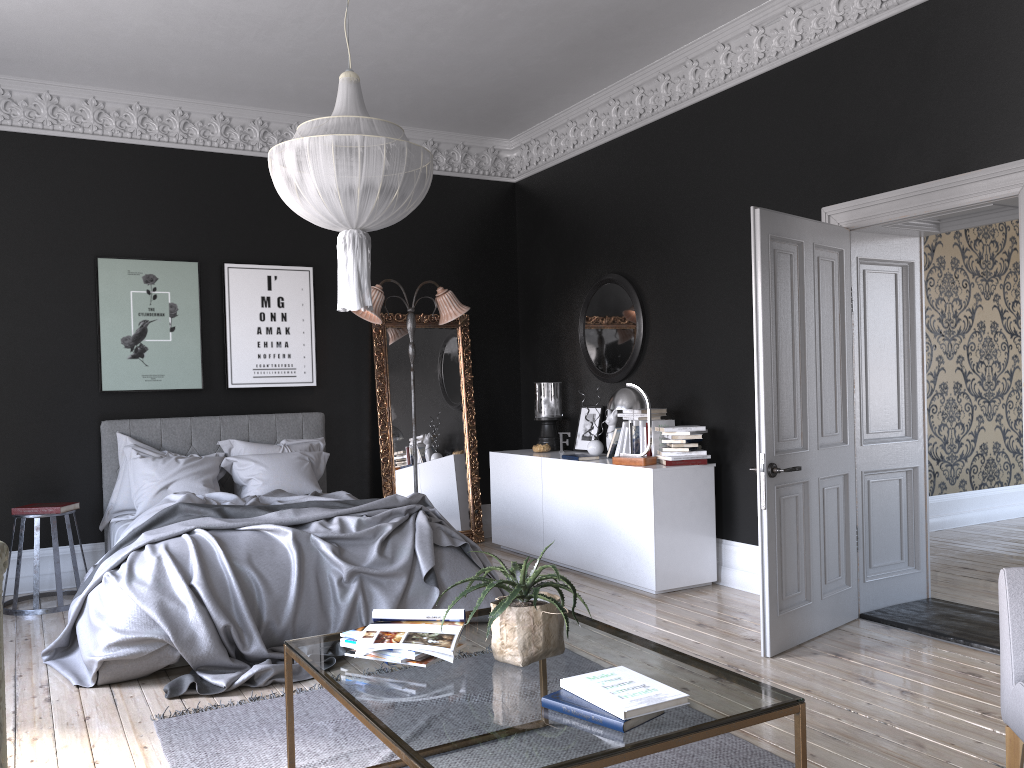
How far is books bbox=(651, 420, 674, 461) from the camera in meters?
6.5

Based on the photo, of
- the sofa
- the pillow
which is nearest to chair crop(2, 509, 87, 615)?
the pillow

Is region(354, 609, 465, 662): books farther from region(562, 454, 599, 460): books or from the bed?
region(562, 454, 599, 460): books

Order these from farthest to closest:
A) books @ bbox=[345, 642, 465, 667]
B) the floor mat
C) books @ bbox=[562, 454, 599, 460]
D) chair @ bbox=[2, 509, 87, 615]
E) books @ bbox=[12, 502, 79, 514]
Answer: books @ bbox=[562, 454, 599, 460] < books @ bbox=[12, 502, 79, 514] < chair @ bbox=[2, 509, 87, 615] < the floor mat < books @ bbox=[345, 642, 465, 667]

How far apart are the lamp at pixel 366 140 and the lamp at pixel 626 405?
2.5m

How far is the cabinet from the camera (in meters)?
6.10

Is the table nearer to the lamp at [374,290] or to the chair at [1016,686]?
the chair at [1016,686]

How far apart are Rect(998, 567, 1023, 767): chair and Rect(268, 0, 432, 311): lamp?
2.85m

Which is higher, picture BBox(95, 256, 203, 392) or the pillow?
picture BBox(95, 256, 203, 392)

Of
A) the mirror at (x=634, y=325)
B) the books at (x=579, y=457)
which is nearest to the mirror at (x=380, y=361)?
the mirror at (x=634, y=325)
